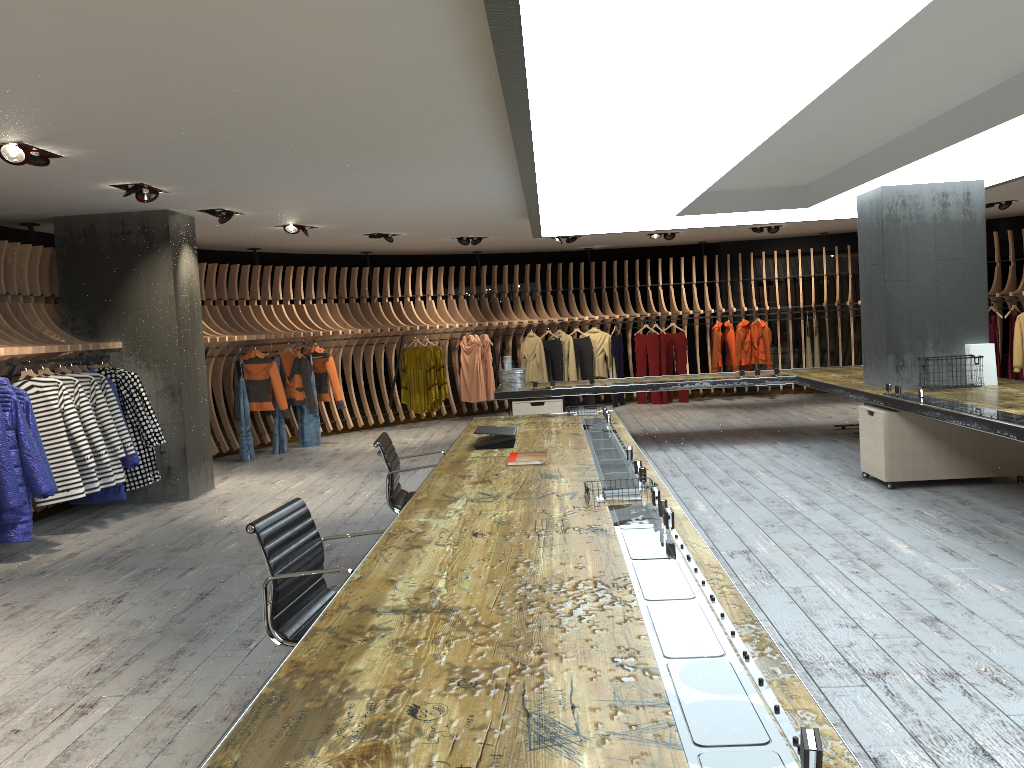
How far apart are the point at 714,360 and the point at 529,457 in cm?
1041

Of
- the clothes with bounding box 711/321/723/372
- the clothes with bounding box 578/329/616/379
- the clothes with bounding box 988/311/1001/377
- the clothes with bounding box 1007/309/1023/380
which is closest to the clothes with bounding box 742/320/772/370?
the clothes with bounding box 711/321/723/372

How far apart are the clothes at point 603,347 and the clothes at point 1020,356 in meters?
6.1

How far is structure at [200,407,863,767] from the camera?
1.64m

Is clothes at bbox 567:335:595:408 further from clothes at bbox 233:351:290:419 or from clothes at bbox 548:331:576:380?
clothes at bbox 233:351:290:419

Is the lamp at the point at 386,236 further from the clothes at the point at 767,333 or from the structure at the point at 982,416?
the clothes at the point at 767,333

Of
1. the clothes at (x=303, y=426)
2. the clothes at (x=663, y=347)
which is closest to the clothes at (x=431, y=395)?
the clothes at (x=303, y=426)

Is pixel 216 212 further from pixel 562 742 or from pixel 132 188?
pixel 562 742

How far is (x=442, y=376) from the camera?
13.56m

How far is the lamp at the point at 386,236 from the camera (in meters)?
11.66
